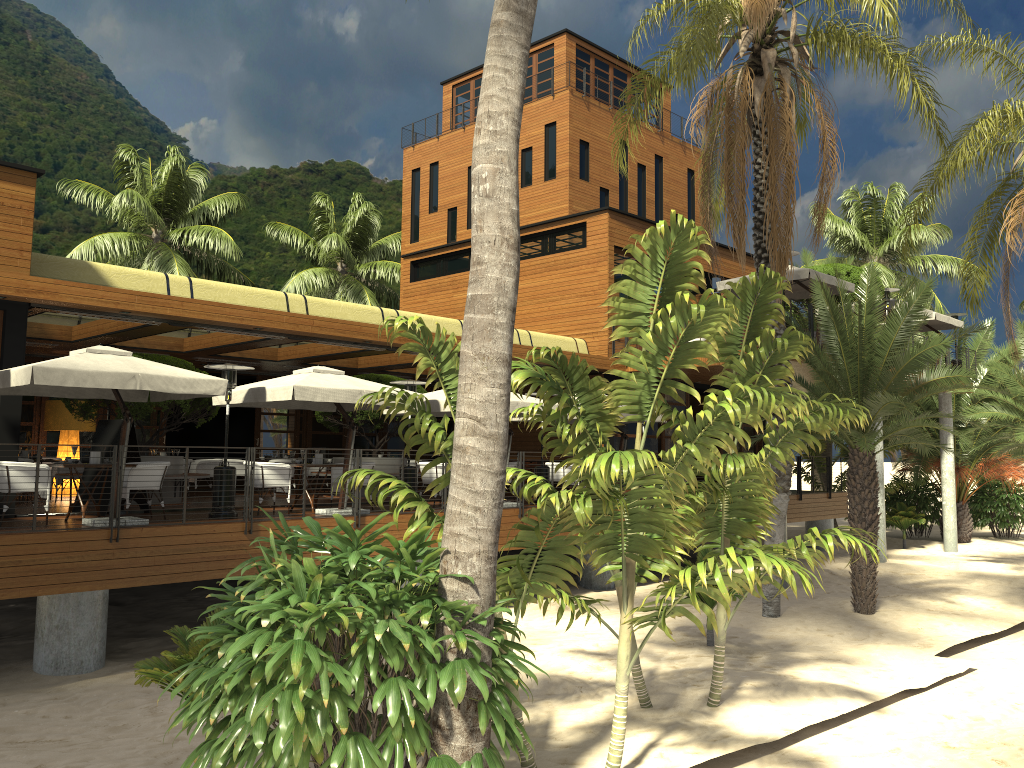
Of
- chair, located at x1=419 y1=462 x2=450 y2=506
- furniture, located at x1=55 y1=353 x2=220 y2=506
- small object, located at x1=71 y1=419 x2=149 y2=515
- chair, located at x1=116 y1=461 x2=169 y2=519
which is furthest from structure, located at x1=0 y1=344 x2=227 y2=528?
chair, located at x1=419 y1=462 x2=450 y2=506

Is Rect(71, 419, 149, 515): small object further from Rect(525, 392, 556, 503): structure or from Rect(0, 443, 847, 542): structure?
Rect(525, 392, 556, 503): structure

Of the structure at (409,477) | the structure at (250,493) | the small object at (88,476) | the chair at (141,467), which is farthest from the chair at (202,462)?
the structure at (250,493)

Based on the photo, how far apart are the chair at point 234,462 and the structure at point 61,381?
6.63m

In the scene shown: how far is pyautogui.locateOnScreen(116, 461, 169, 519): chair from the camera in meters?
11.8

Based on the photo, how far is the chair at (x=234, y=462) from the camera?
19.72m

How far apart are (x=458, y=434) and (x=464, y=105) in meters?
34.2 m

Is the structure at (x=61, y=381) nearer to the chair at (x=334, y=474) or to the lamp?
the chair at (x=334, y=474)

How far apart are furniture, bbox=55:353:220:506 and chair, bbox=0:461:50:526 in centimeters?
378cm

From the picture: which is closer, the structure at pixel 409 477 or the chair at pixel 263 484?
the chair at pixel 263 484
